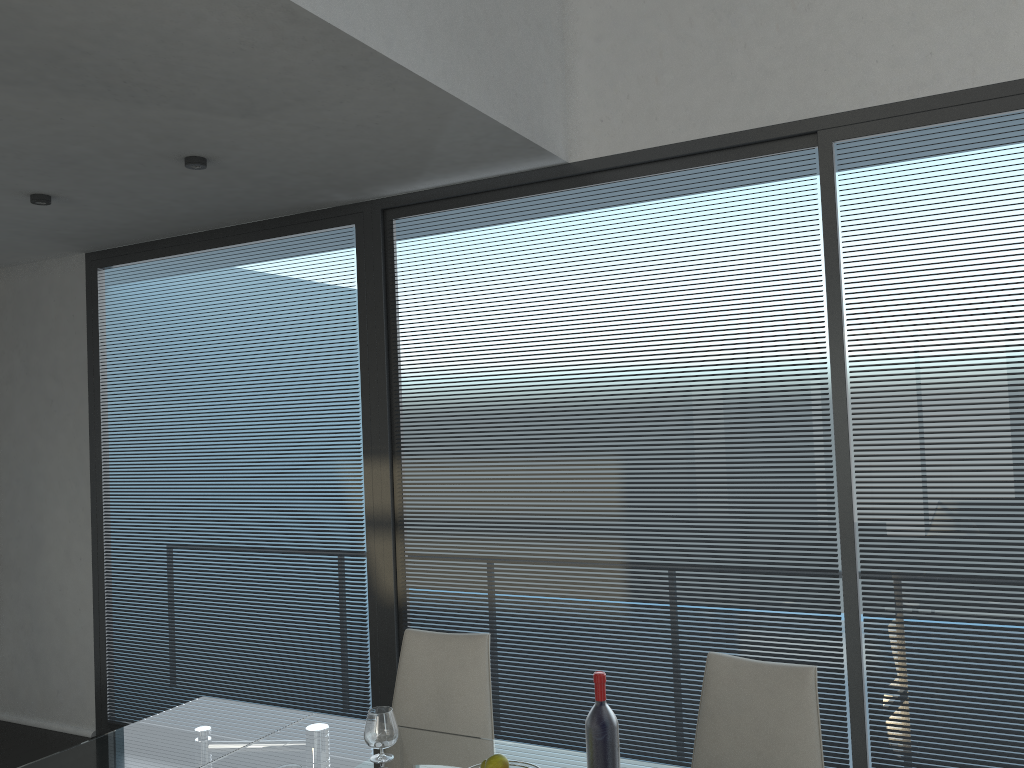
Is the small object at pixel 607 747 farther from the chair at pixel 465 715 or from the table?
the chair at pixel 465 715

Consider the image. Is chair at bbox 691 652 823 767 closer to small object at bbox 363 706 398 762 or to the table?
the table

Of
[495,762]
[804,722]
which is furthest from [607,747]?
[804,722]

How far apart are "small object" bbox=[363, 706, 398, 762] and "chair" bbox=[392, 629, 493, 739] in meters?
0.4 m

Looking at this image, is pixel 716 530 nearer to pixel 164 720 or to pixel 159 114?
pixel 164 720

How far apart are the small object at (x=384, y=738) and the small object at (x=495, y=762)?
0.5 meters

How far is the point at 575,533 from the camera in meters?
3.6 m

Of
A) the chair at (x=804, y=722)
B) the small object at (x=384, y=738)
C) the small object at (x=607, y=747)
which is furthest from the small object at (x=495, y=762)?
the chair at (x=804, y=722)

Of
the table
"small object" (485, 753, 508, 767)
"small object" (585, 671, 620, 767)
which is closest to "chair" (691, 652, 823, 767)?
the table

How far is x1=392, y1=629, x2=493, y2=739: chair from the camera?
2.8 meters
